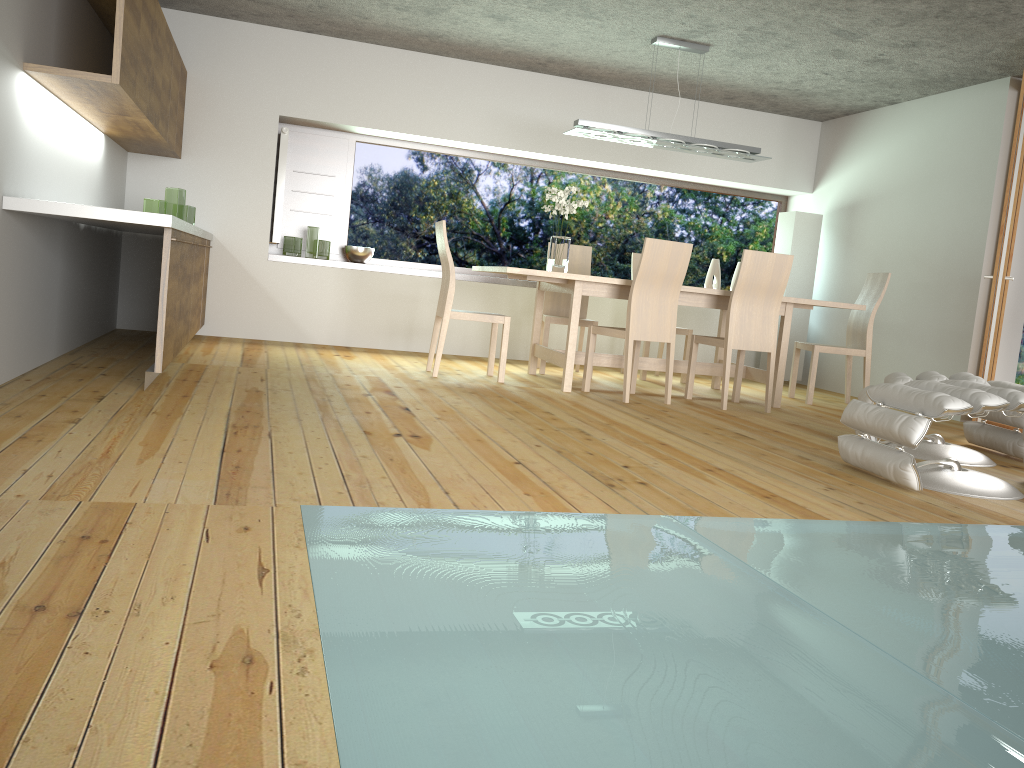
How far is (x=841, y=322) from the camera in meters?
7.8

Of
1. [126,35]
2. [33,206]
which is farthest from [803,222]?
[33,206]

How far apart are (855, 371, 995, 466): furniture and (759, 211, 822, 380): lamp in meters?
3.3 m

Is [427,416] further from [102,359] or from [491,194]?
[491,194]

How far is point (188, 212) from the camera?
6.0m

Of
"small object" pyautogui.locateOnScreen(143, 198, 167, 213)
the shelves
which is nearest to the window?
the shelves

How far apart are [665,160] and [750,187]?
1.00m

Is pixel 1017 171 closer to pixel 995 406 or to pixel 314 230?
pixel 995 406

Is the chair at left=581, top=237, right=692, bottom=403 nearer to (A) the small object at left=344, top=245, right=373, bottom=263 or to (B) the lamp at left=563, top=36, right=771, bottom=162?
(B) the lamp at left=563, top=36, right=771, bottom=162

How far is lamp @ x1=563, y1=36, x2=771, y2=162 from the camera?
→ 5.99m
